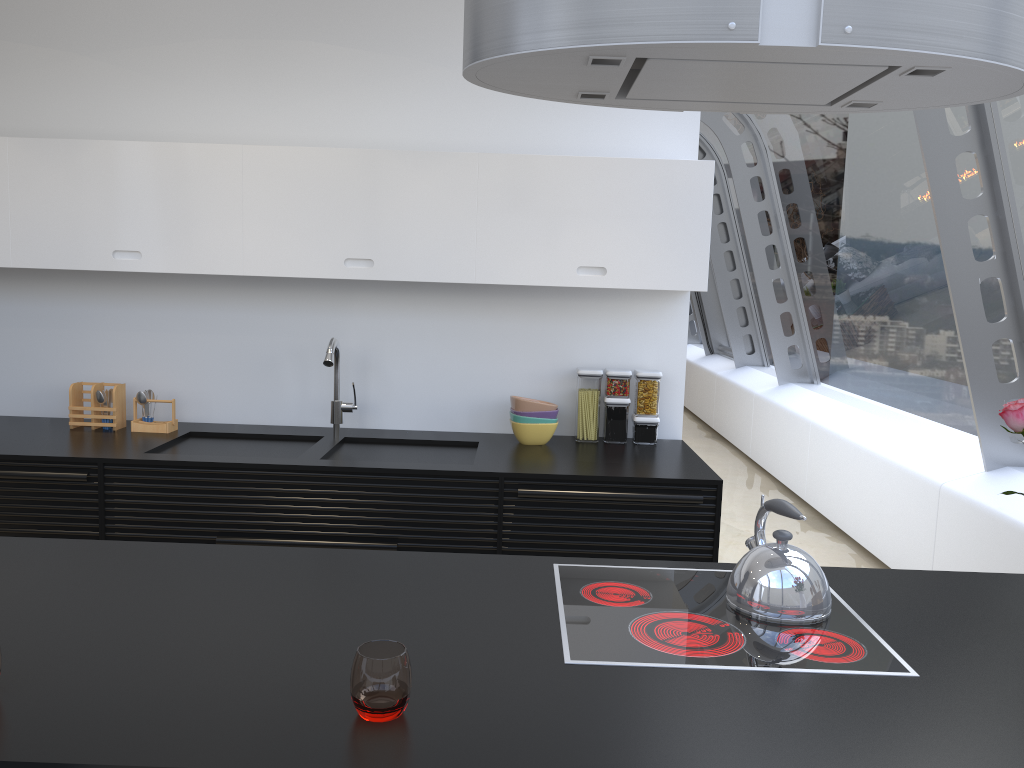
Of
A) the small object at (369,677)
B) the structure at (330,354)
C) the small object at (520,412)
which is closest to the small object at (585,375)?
the small object at (520,412)

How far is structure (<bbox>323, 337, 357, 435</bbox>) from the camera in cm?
355

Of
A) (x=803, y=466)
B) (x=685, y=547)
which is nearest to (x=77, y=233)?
(x=685, y=547)

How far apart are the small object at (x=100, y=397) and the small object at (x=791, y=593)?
2.82m

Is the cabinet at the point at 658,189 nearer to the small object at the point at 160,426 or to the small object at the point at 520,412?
the small object at the point at 520,412

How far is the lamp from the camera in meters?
1.5 m

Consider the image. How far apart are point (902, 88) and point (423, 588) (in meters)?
1.43

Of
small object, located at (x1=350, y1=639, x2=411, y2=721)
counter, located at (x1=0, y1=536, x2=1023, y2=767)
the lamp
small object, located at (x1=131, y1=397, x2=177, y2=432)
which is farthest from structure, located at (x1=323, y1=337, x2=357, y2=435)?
small object, located at (x1=350, y1=639, x2=411, y2=721)

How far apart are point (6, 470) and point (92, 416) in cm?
56

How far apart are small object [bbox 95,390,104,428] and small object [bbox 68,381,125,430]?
0.03m
